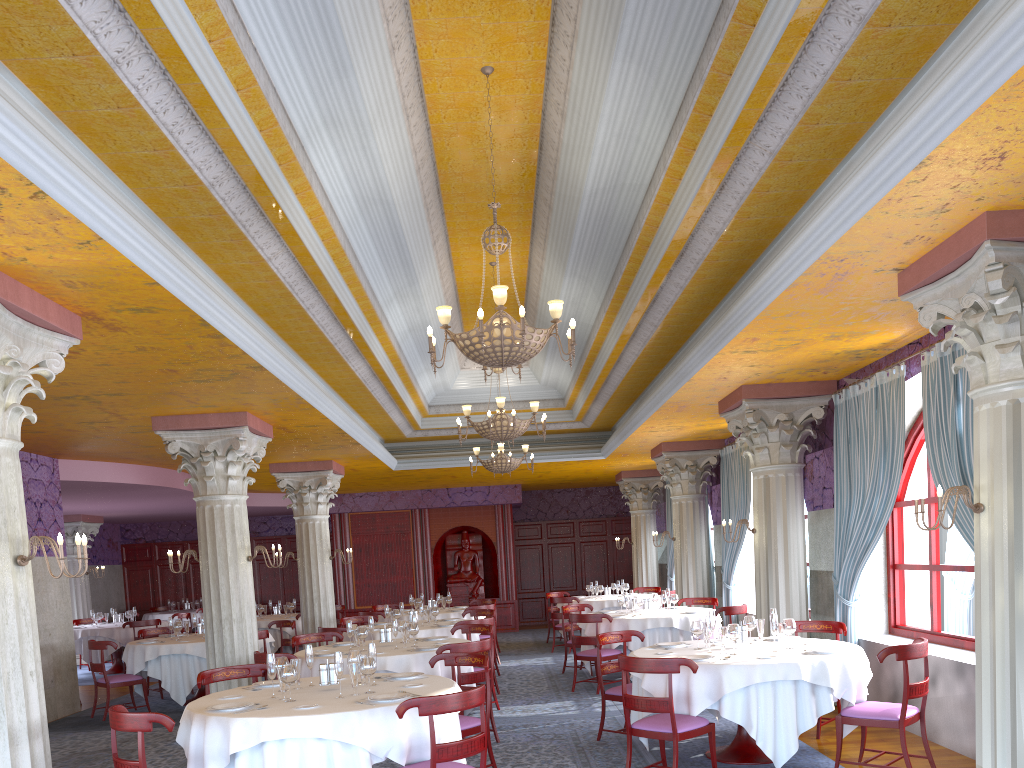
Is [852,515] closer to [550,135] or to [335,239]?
[550,135]

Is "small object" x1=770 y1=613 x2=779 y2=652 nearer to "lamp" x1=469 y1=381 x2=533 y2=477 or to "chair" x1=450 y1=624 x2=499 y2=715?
"chair" x1=450 y1=624 x2=499 y2=715

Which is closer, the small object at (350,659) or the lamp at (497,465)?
the small object at (350,659)

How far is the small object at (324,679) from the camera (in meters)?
6.17

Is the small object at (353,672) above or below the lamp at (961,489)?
below

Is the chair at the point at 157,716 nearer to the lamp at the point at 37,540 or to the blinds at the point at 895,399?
the lamp at the point at 37,540

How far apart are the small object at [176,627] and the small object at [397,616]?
Result: 3.0 meters

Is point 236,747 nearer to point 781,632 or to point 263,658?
point 263,658

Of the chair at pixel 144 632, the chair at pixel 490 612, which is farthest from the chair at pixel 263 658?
the chair at pixel 144 632

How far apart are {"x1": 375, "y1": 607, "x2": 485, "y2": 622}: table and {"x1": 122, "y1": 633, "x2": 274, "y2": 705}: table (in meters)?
3.02
